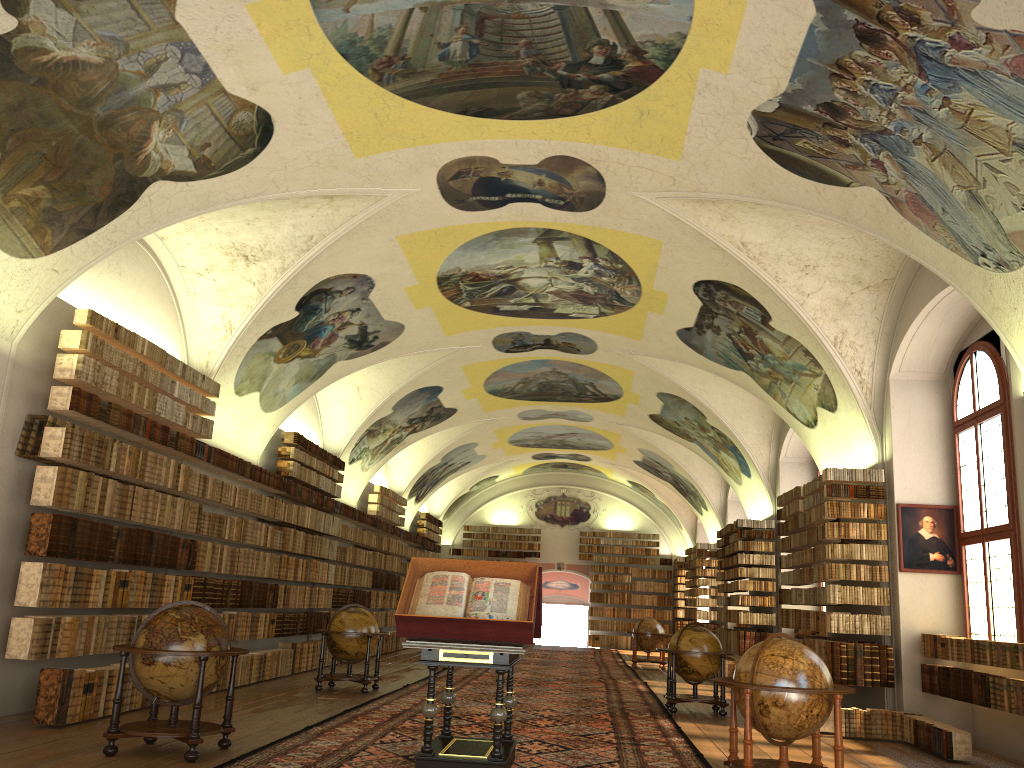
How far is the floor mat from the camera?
9.0m

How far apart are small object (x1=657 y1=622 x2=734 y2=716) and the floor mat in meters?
0.2

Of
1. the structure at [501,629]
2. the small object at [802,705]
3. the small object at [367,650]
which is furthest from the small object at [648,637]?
the small object at [802,705]

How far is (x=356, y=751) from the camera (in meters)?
9.00

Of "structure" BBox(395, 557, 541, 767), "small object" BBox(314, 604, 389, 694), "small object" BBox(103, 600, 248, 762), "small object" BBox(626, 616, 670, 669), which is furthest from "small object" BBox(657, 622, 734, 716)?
"small object" BBox(626, 616, 670, 669)

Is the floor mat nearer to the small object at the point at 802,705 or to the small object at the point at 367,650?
the small object at the point at 367,650

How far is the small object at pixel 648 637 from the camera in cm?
2485

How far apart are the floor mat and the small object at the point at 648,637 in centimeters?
28cm

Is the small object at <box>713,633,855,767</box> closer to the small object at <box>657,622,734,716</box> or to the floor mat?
the floor mat

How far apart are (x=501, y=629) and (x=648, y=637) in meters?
18.1 m
